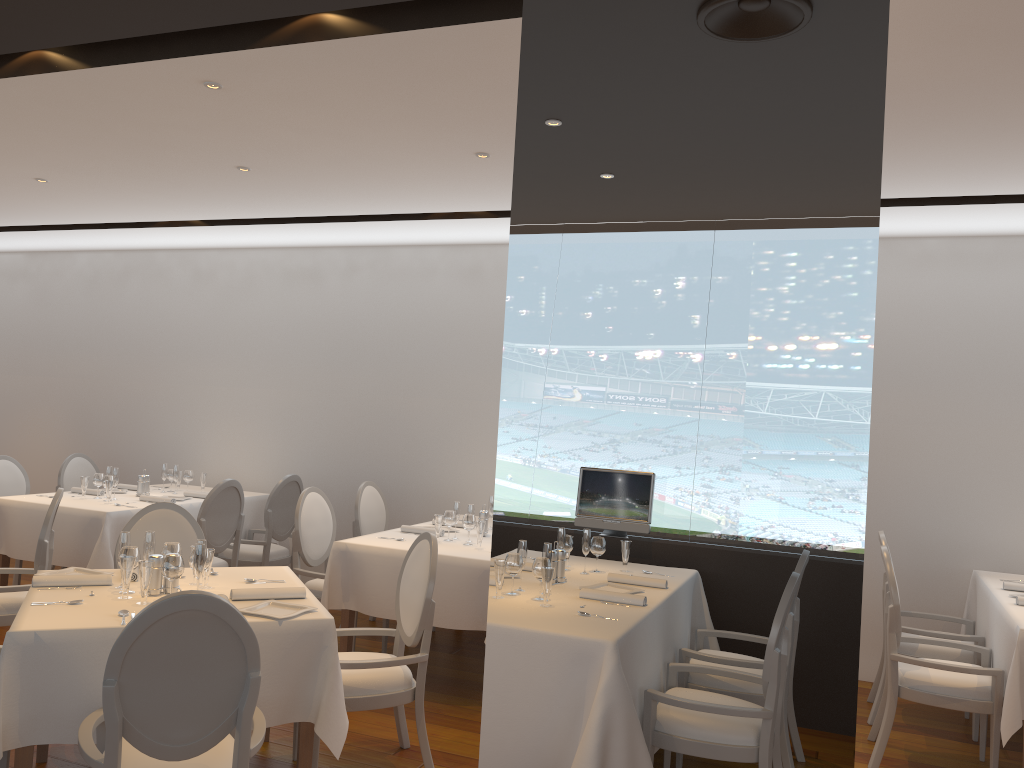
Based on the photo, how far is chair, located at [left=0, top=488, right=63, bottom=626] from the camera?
4.8m

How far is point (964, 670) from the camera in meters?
4.2

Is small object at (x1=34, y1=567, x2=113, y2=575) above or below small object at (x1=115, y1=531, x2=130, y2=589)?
below

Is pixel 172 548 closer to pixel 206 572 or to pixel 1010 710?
pixel 206 572

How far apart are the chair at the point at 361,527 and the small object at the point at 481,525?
1.5 meters

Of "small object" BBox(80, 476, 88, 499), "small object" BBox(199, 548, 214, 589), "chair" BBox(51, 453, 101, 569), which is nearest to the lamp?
"small object" BBox(199, 548, 214, 589)

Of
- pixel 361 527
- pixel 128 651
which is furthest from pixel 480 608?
pixel 128 651

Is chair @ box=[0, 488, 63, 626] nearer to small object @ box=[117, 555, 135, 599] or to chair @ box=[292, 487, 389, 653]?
chair @ box=[292, 487, 389, 653]

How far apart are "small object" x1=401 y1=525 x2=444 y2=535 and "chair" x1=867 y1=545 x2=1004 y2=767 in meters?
2.8 m

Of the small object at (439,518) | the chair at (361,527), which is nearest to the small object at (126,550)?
the small object at (439,518)
